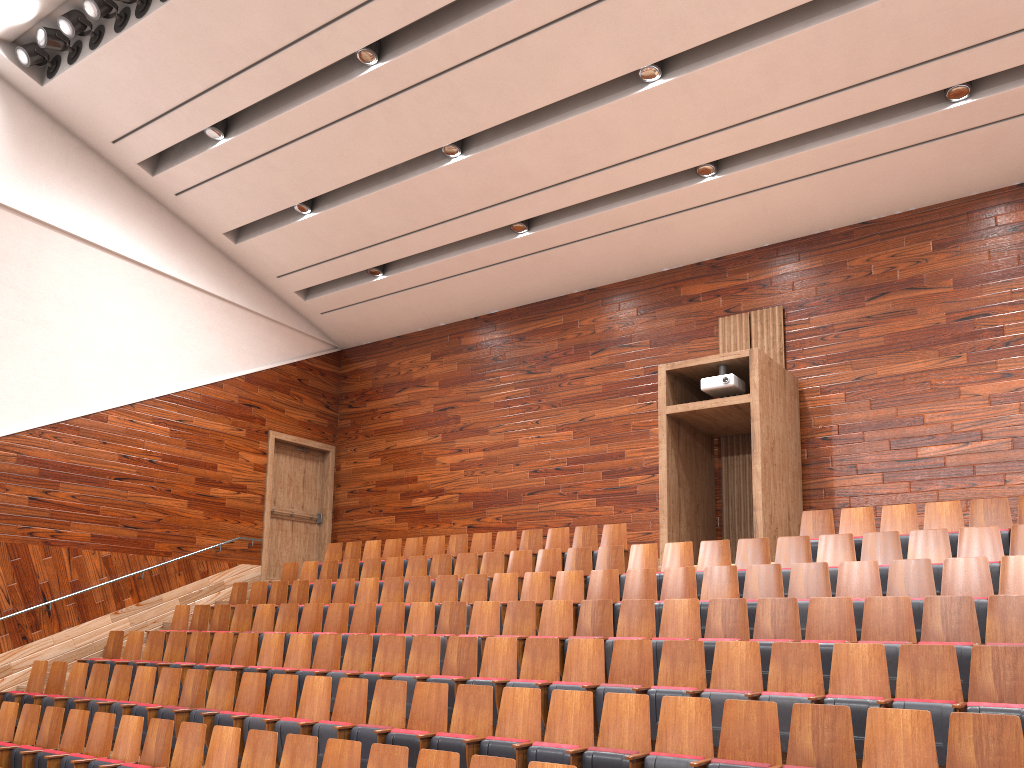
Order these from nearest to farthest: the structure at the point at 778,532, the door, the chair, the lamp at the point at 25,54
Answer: the chair
the structure at the point at 778,532
the lamp at the point at 25,54
the door

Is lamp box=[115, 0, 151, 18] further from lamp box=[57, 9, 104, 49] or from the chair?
the chair

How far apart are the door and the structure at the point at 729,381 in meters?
0.7 m

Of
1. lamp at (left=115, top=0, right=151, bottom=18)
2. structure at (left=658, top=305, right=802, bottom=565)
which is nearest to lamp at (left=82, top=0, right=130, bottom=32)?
lamp at (left=115, top=0, right=151, bottom=18)

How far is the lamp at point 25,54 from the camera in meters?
1.0

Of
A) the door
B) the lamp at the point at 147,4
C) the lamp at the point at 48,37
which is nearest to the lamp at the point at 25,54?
the lamp at the point at 48,37

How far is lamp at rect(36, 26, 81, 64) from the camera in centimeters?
102cm

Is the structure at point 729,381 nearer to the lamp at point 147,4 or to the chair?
the chair

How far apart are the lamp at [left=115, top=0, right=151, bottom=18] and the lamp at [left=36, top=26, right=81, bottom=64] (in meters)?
0.12

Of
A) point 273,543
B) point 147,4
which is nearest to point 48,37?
point 147,4
